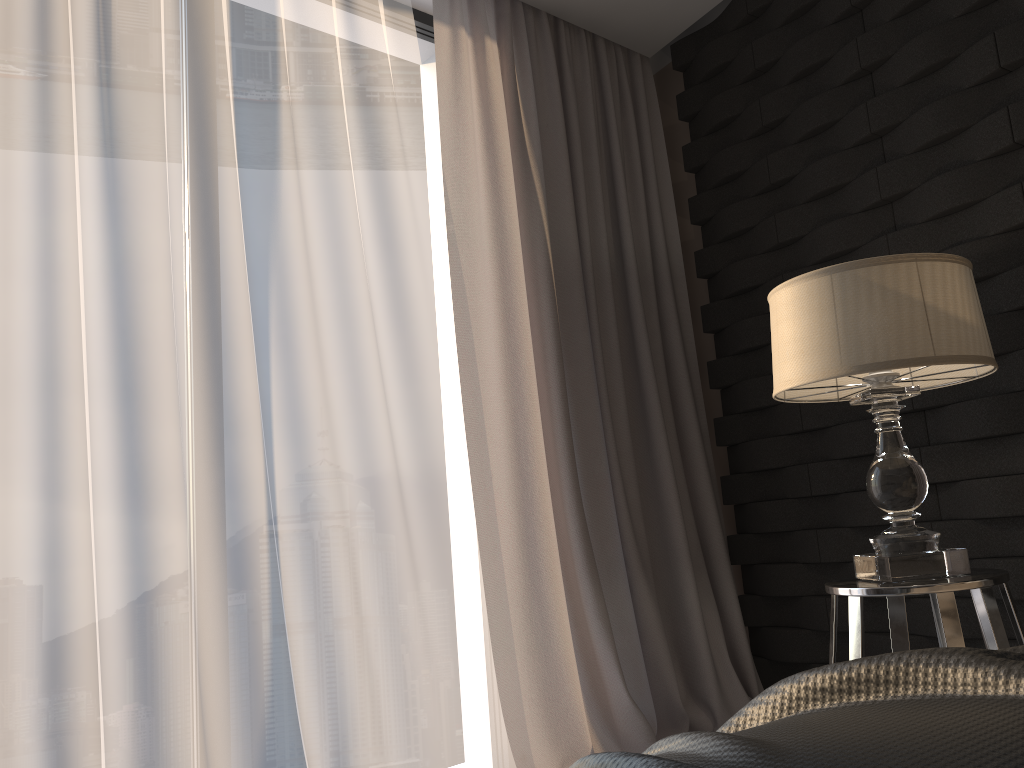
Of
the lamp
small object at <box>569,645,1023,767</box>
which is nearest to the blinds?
the lamp

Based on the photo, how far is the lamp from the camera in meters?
1.6 m

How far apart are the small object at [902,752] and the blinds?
1.7 meters

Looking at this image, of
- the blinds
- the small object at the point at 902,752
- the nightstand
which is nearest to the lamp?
the nightstand

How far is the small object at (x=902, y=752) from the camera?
0.5m

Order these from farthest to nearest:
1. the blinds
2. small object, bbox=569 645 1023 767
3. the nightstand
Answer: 1. the blinds
2. the nightstand
3. small object, bbox=569 645 1023 767

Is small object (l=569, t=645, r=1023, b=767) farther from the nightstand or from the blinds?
the blinds

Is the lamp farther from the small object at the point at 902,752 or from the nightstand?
the small object at the point at 902,752

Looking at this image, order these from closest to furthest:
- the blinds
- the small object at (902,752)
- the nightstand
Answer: the small object at (902,752), the nightstand, the blinds

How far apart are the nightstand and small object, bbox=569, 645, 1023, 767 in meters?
0.9 m
